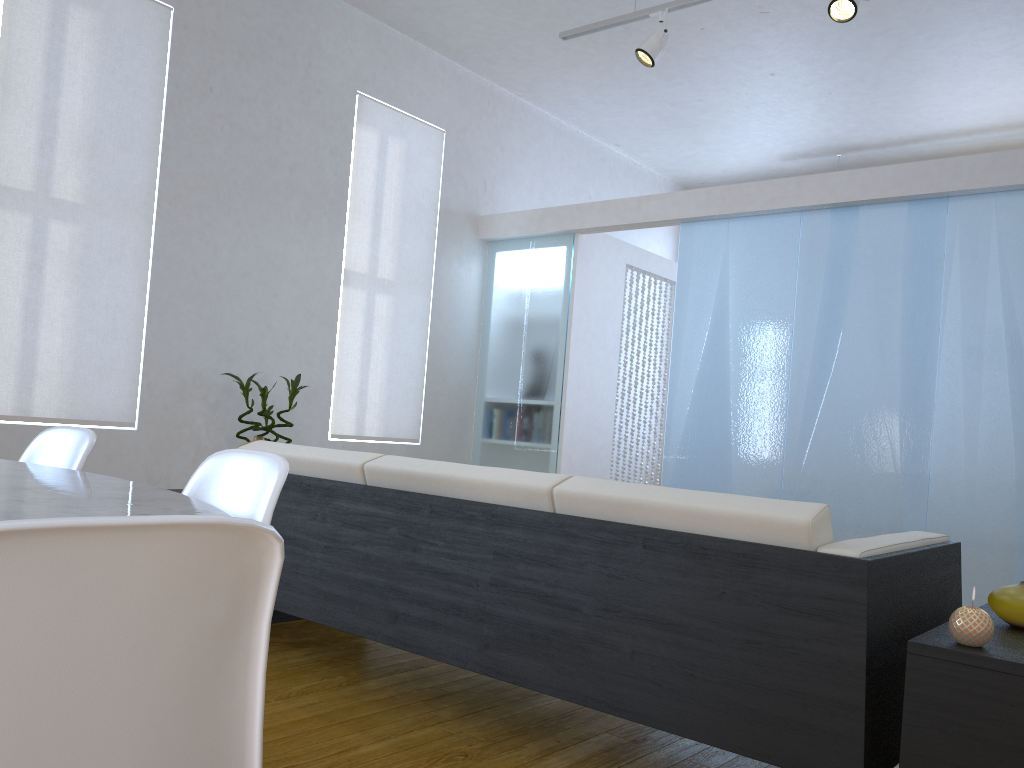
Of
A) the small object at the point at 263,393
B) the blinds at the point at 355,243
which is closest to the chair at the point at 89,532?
the small object at the point at 263,393

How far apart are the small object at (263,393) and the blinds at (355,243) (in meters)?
0.58

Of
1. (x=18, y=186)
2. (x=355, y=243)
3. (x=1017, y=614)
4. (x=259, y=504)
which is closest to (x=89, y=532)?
(x=259, y=504)

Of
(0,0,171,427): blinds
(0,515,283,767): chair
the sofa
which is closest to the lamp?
(0,0,171,427): blinds

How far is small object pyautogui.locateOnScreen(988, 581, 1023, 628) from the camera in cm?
171

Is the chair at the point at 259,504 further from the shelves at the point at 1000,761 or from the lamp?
the lamp

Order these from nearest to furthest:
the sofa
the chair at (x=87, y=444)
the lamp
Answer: the sofa < the chair at (x=87, y=444) < the lamp

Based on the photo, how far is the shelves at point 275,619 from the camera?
3.2 meters

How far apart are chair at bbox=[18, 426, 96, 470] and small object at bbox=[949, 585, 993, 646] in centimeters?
168cm

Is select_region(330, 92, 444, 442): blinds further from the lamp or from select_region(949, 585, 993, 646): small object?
select_region(949, 585, 993, 646): small object
